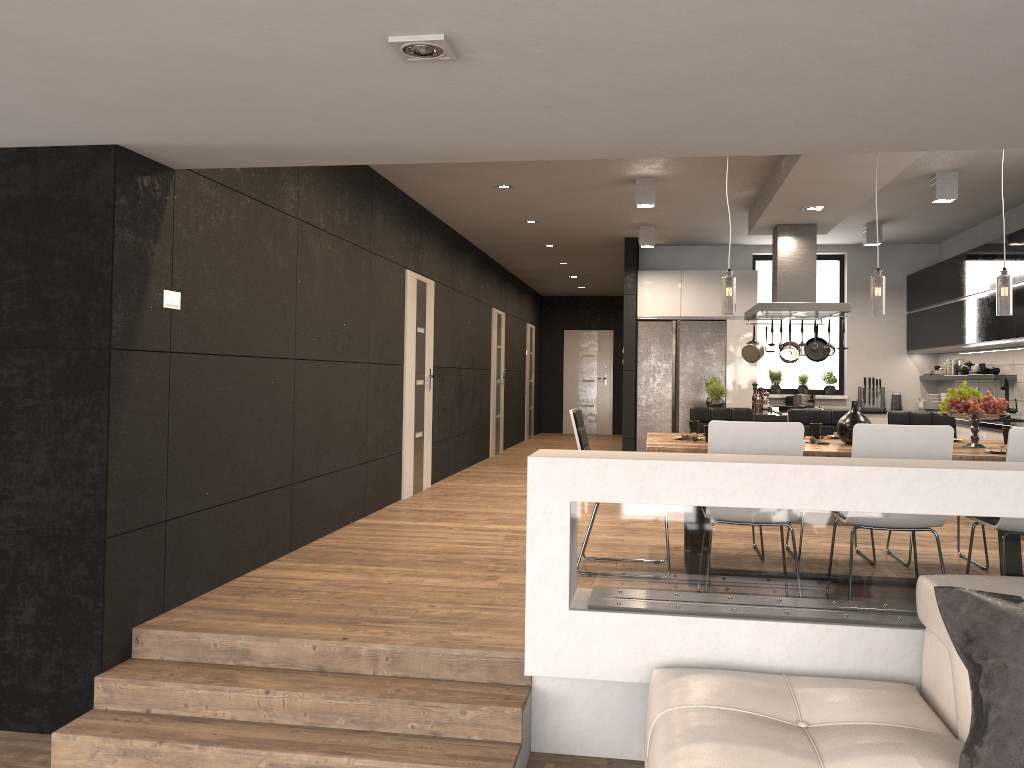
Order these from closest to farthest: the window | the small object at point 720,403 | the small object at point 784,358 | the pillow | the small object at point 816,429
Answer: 1. the pillow
2. the small object at point 816,429
3. the small object at point 720,403
4. the small object at point 784,358
5. the window

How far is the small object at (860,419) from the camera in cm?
489

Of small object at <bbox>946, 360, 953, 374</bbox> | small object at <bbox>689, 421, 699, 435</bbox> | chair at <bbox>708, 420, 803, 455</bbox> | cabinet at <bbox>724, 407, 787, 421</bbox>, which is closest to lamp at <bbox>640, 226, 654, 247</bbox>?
cabinet at <bbox>724, 407, 787, 421</bbox>

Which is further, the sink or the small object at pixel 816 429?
the sink

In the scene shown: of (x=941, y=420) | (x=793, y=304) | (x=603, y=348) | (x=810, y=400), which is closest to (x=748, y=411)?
(x=941, y=420)

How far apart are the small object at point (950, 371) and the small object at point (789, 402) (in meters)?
1.69

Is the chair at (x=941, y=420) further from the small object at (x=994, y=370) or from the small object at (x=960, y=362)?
the small object at (x=960, y=362)

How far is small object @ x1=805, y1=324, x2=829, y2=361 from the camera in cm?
850

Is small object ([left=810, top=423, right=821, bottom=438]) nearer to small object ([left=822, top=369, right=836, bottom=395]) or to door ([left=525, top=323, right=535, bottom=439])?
small object ([left=822, top=369, right=836, bottom=395])

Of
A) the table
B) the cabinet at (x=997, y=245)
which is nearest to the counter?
the cabinet at (x=997, y=245)
